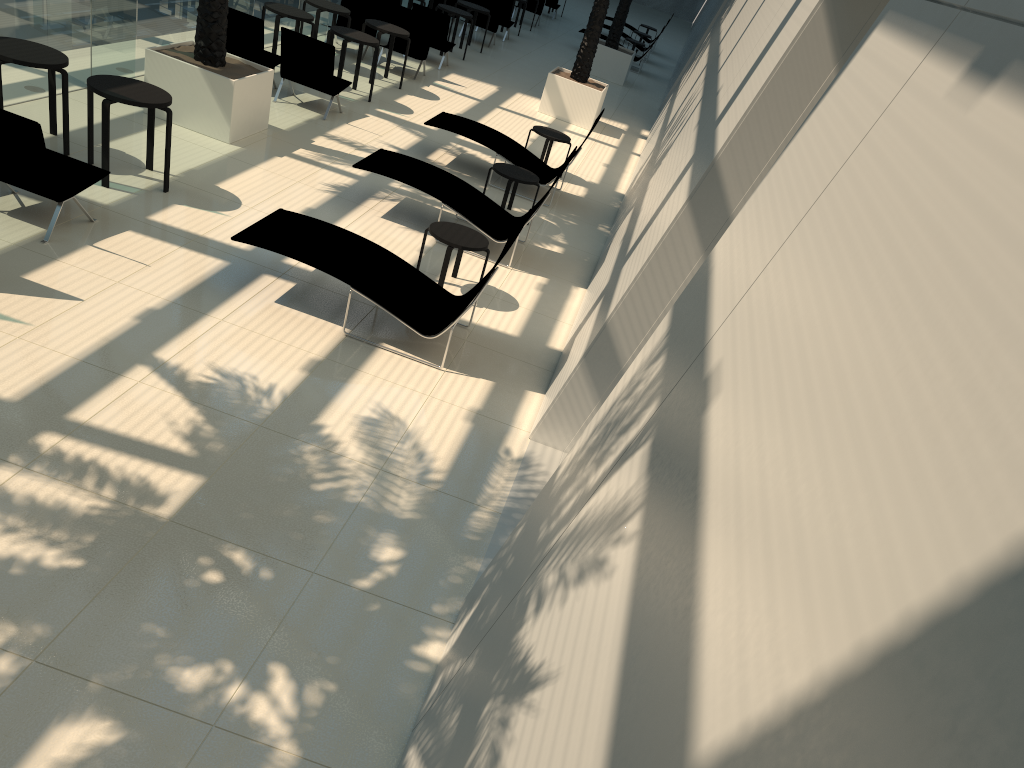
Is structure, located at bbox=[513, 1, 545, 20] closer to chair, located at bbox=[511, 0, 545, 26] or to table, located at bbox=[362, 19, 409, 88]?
chair, located at bbox=[511, 0, 545, 26]

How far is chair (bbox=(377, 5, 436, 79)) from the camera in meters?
15.8 m

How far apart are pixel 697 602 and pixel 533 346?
6.3m

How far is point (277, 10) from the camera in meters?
12.8 m

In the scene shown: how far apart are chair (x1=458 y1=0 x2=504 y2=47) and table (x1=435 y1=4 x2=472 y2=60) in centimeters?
306cm

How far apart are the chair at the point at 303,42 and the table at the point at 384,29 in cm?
210

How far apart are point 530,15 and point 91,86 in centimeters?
2140cm

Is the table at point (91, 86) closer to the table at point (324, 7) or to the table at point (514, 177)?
the table at point (514, 177)

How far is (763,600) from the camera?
1.36m

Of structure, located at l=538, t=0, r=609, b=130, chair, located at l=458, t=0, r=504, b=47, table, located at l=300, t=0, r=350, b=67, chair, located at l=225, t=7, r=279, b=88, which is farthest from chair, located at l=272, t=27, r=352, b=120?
chair, located at l=458, t=0, r=504, b=47
